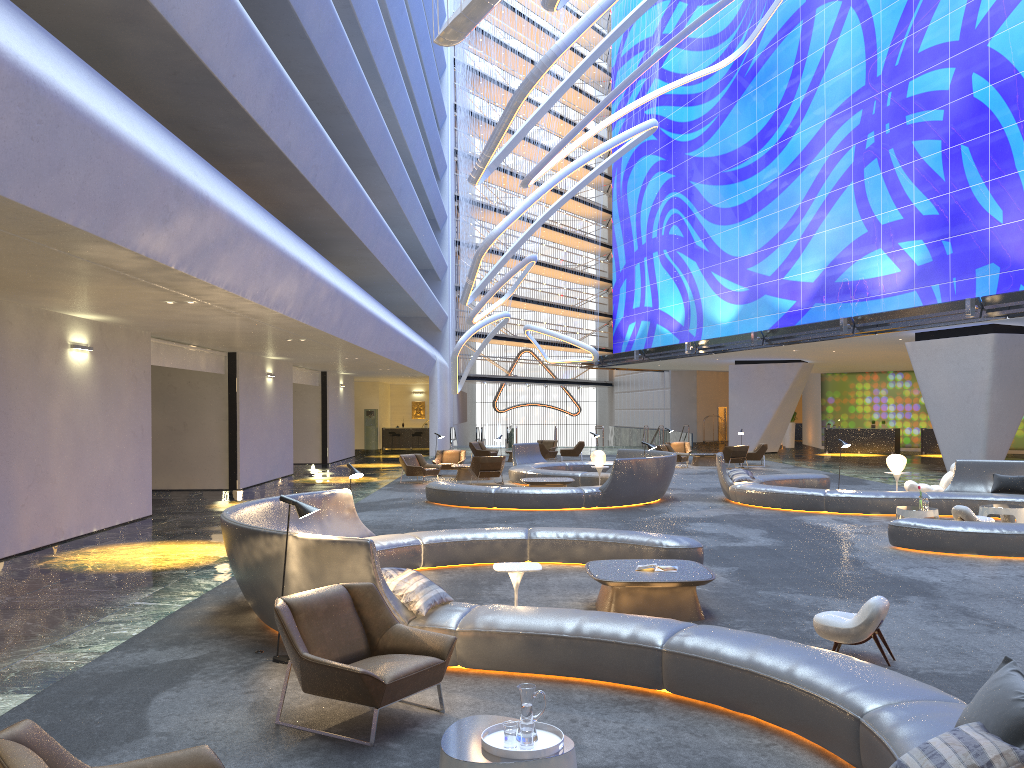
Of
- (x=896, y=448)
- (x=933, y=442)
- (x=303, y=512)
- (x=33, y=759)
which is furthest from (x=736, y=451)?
(x=33, y=759)

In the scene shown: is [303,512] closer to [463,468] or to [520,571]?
[520,571]

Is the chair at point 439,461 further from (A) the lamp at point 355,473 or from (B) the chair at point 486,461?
(A) the lamp at point 355,473

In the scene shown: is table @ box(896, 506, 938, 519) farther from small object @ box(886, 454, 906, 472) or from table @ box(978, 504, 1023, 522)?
small object @ box(886, 454, 906, 472)

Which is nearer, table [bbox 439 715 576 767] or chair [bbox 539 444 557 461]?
table [bbox 439 715 576 767]

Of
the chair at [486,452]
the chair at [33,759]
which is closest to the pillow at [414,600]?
the chair at [33,759]

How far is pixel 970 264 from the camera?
24.6m

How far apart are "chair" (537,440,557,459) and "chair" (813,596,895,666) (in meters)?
27.95

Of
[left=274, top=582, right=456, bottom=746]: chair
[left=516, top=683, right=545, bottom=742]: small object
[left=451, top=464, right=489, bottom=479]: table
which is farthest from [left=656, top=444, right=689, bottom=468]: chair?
[left=516, top=683, right=545, bottom=742]: small object

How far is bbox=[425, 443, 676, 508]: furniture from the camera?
17.01m
